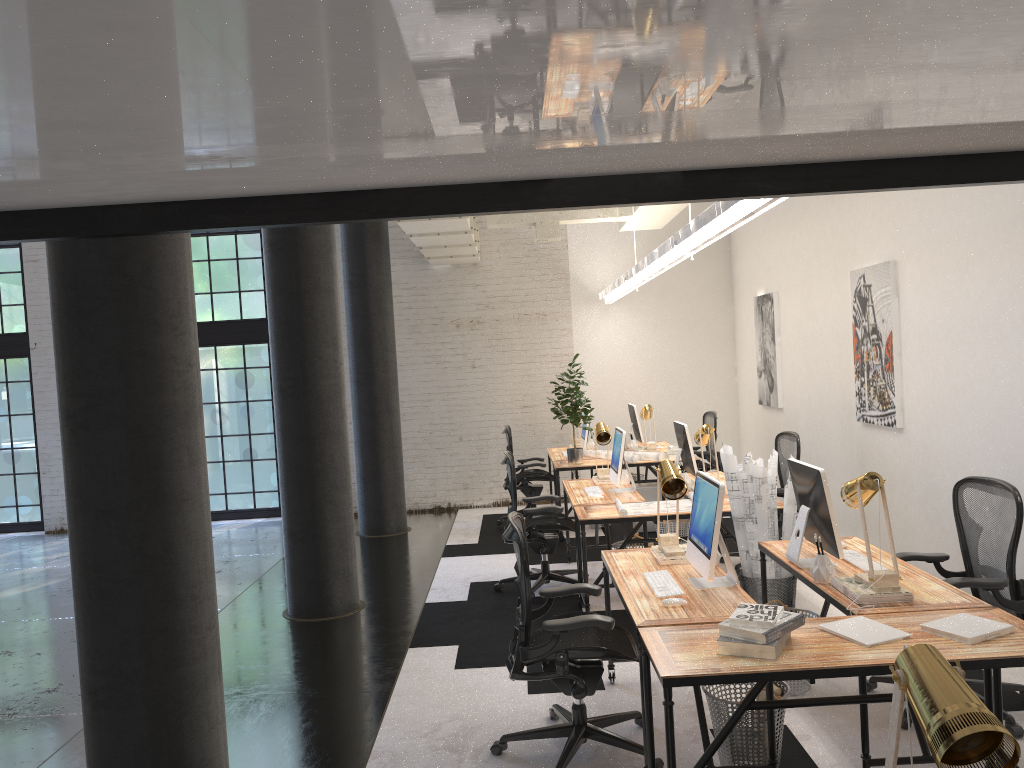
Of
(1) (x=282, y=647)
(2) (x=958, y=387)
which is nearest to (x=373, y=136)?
(1) (x=282, y=647)

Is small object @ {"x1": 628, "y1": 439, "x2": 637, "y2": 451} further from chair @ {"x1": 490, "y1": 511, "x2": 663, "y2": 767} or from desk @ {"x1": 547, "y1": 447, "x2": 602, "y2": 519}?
chair @ {"x1": 490, "y1": 511, "x2": 663, "y2": 767}

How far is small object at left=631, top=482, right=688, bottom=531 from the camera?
8.7 meters

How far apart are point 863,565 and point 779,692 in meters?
0.9 m

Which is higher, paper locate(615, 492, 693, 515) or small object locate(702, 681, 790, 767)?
paper locate(615, 492, 693, 515)

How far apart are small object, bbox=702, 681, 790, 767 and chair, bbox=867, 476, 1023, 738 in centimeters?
82cm

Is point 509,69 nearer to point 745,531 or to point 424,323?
point 745,531

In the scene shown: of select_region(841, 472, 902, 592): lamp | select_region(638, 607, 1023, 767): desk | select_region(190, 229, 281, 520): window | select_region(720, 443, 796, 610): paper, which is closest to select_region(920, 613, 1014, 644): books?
select_region(638, 607, 1023, 767): desk

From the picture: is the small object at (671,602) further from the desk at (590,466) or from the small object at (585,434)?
the small object at (585,434)

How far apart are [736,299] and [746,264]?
0.6m
